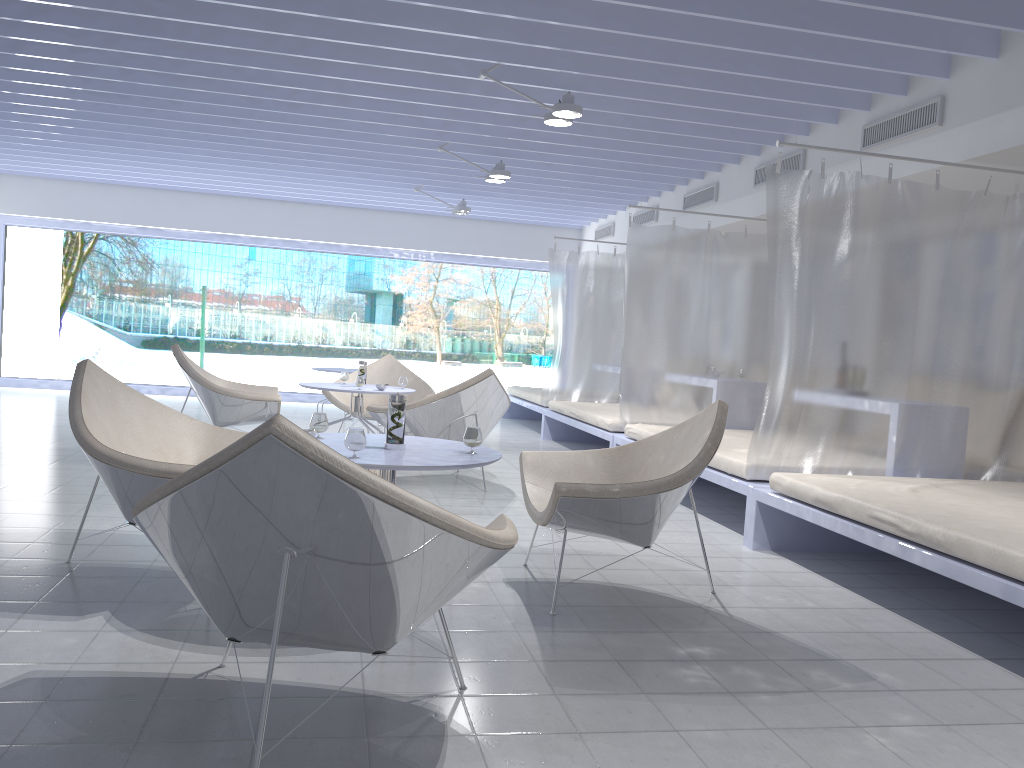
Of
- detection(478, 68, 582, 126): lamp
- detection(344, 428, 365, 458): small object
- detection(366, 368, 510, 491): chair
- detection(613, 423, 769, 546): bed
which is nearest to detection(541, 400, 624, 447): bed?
detection(613, 423, 769, 546): bed

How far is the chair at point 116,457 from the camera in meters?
2.8 m

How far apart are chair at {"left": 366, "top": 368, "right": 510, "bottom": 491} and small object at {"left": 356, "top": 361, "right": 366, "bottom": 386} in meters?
0.7 m

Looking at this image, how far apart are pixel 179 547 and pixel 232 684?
0.6m

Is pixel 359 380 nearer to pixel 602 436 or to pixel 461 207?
pixel 602 436

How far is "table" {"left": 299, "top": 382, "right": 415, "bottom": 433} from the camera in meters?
6.0 m

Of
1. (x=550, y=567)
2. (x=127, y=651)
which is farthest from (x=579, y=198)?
(x=127, y=651)

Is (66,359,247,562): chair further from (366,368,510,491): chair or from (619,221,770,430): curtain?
(619,221,770,430): curtain

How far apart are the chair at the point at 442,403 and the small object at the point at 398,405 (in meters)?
2.34

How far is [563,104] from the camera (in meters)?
4.96
